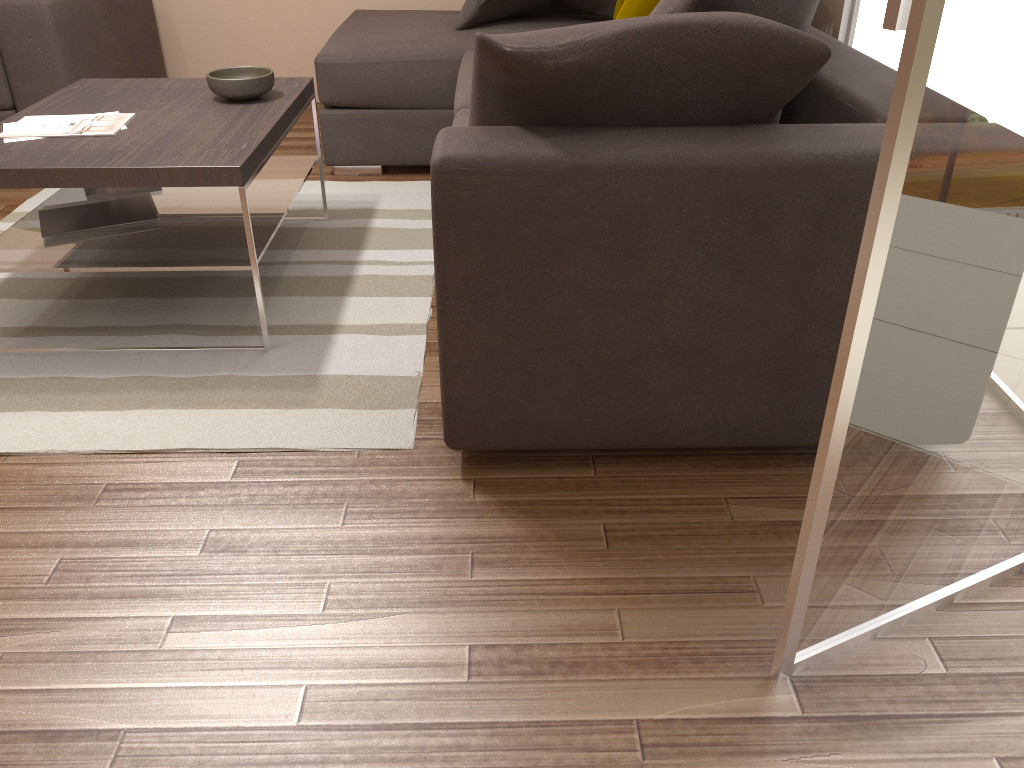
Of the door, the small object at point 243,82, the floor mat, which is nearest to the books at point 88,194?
the floor mat

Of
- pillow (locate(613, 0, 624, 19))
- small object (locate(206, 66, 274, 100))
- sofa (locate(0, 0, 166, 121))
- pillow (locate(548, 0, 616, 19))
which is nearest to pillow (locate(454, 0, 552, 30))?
pillow (locate(548, 0, 616, 19))

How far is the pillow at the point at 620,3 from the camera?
3.8m

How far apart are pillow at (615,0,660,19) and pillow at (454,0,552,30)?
1.36m

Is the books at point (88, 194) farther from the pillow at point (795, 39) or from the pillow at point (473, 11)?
the pillow at point (473, 11)

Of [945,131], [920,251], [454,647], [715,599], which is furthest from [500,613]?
[945,131]

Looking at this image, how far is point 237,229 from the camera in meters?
2.7 m

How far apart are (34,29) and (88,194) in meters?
1.3 m

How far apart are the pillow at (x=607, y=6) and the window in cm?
120

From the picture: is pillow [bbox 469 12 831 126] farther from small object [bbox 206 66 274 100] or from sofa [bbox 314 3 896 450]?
small object [bbox 206 66 274 100]
